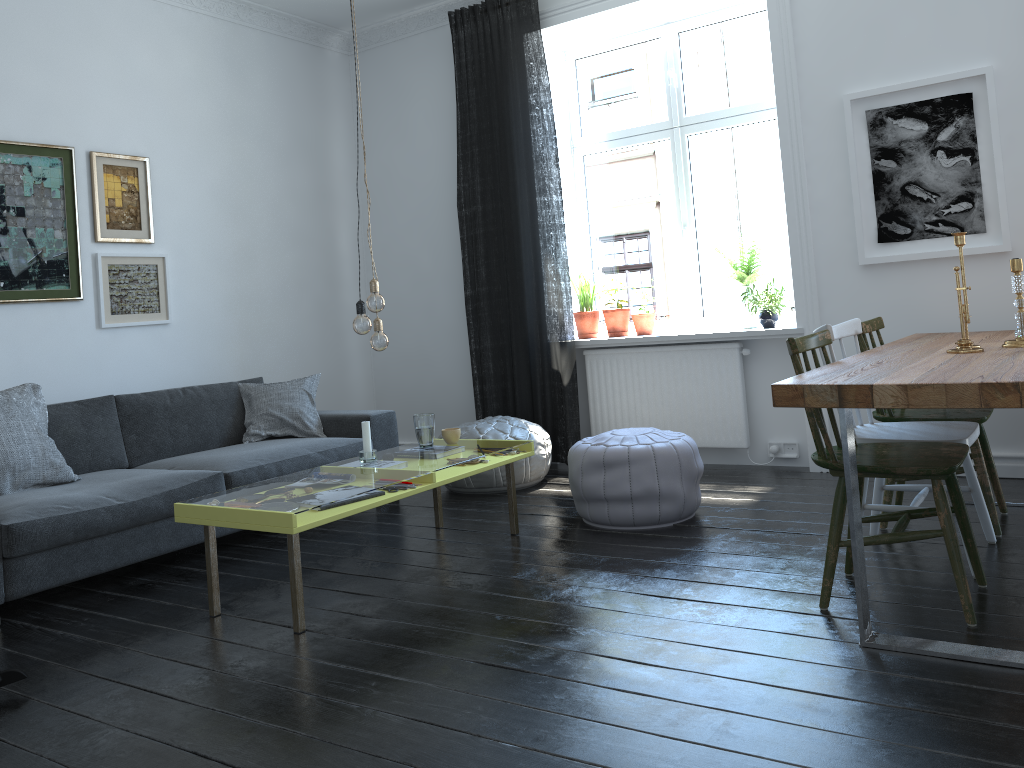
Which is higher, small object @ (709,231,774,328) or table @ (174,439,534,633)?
small object @ (709,231,774,328)

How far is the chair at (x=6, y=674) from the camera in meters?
2.6

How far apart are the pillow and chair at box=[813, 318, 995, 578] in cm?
286

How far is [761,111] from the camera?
5.2m

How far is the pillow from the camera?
3.69m

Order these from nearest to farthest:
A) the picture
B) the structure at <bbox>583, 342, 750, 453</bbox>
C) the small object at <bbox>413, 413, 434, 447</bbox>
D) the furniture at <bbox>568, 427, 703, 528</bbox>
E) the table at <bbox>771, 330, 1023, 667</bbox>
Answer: the table at <bbox>771, 330, 1023, 667</bbox>, the furniture at <bbox>568, 427, 703, 528</bbox>, the small object at <bbox>413, 413, 434, 447</bbox>, the picture, the structure at <bbox>583, 342, 750, 453</bbox>

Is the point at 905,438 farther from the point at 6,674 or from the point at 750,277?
the point at 6,674

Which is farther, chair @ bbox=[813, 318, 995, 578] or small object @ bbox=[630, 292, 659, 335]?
small object @ bbox=[630, 292, 659, 335]

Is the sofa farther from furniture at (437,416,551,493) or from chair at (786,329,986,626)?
chair at (786,329,986,626)

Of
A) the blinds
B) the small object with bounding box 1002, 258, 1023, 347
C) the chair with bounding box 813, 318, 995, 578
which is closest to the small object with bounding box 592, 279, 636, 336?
the blinds
